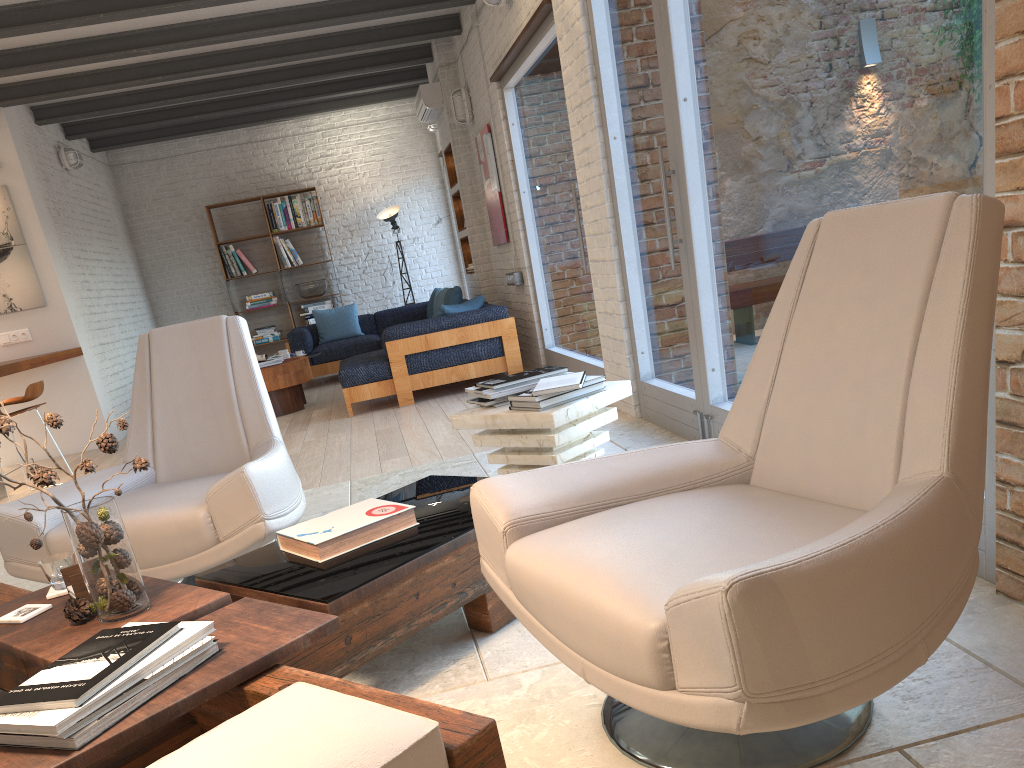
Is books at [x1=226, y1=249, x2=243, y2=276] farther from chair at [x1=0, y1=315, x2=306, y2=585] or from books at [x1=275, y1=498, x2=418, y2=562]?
books at [x1=275, y1=498, x2=418, y2=562]

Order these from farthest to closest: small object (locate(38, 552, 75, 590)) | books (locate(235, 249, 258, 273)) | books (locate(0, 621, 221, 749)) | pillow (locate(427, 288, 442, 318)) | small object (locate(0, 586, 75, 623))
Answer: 1. books (locate(235, 249, 258, 273))
2. pillow (locate(427, 288, 442, 318))
3. small object (locate(38, 552, 75, 590))
4. small object (locate(0, 586, 75, 623))
5. books (locate(0, 621, 221, 749))

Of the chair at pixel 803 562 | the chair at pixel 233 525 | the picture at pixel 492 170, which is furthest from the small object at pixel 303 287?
the chair at pixel 803 562

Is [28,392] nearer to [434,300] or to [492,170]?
[492,170]

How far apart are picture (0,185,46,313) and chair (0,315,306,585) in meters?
5.1

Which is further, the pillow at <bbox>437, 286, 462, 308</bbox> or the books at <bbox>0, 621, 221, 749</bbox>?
the pillow at <bbox>437, 286, 462, 308</bbox>

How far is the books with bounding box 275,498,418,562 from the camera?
2.3 meters

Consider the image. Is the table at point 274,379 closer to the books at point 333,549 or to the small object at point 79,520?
the books at point 333,549

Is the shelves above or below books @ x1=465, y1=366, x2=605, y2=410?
above

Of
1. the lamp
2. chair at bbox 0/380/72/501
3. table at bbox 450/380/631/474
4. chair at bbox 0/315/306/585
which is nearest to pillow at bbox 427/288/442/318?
the lamp
